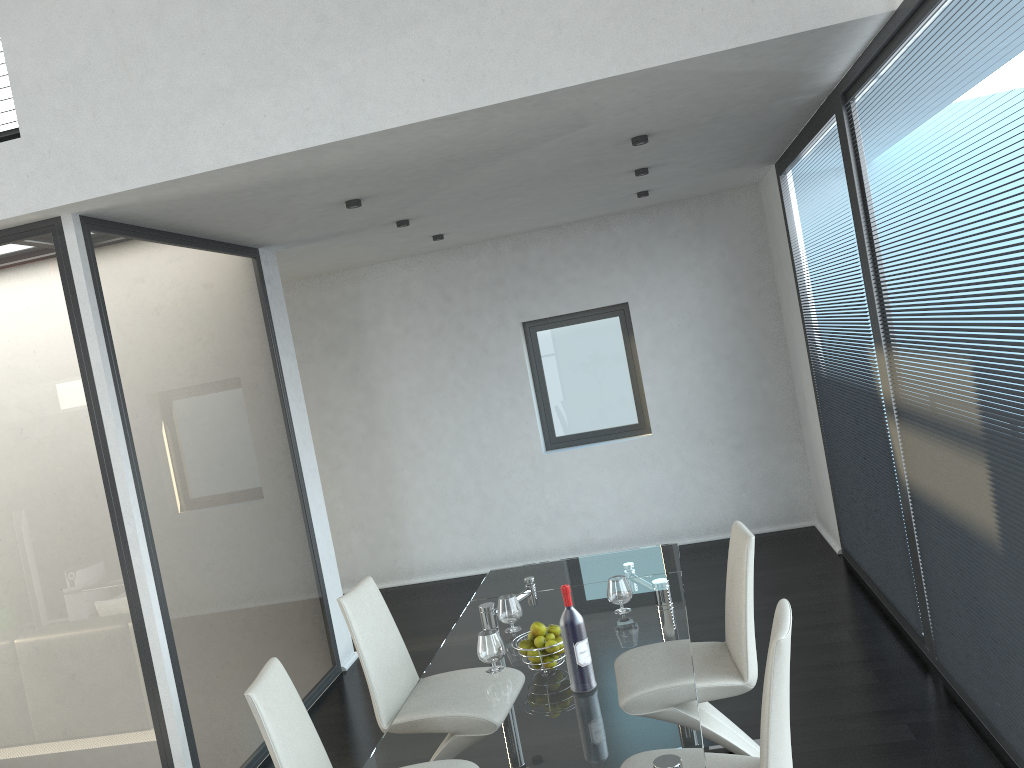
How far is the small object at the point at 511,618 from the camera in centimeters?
337cm

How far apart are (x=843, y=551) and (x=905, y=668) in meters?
1.9 m

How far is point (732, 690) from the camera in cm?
323

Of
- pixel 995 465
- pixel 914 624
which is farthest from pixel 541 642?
pixel 914 624

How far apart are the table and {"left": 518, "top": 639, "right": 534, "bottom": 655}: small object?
0.1 meters

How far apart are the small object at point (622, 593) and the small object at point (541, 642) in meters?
0.5

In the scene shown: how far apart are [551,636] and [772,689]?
0.9 meters

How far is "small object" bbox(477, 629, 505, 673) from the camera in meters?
3.0

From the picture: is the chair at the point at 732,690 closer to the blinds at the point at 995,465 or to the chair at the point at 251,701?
the blinds at the point at 995,465

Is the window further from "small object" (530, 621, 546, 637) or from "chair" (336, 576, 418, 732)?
"small object" (530, 621, 546, 637)
